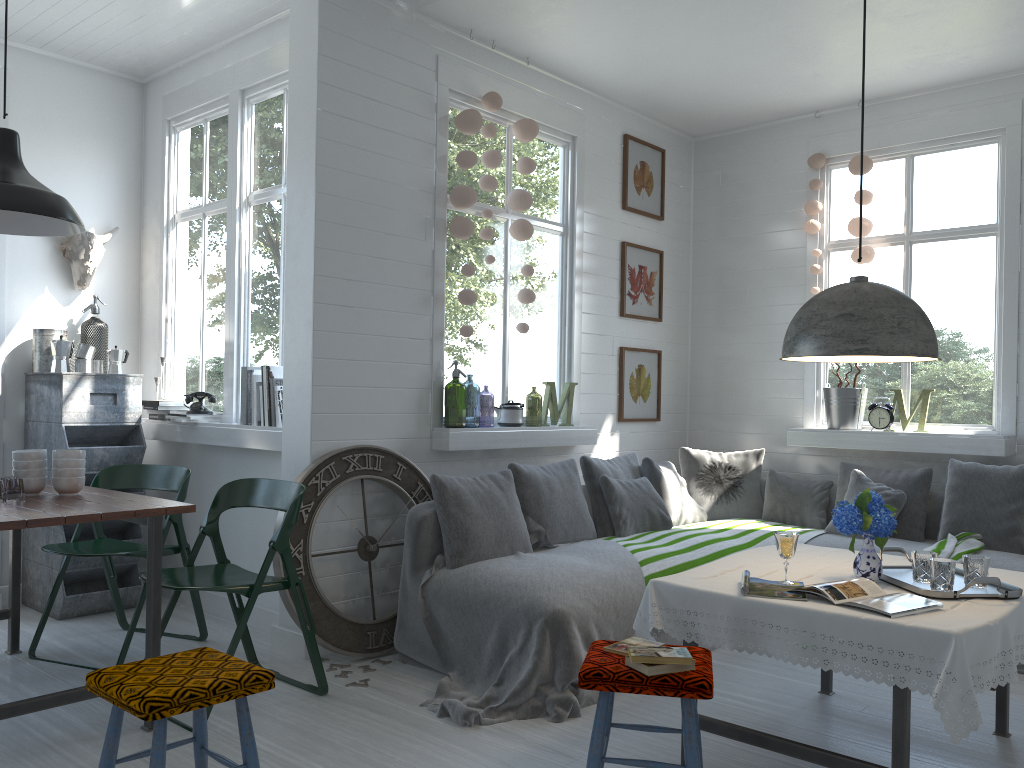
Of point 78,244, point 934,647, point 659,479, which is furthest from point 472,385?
point 934,647

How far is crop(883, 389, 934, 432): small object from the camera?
6.3m

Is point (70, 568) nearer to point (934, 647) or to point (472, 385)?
point (934, 647)

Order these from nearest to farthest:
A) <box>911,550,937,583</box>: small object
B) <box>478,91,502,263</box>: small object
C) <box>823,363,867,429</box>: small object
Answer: <box>911,550,937,583</box>: small object
<box>478,91,502,263</box>: small object
<box>823,363,867,429</box>: small object

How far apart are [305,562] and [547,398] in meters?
2.2

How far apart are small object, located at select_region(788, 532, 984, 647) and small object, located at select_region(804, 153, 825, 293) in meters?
2.2 m

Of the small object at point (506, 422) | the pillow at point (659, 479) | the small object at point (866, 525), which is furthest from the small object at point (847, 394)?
the small object at point (866, 525)

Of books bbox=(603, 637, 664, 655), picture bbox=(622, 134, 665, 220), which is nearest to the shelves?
picture bbox=(622, 134, 665, 220)

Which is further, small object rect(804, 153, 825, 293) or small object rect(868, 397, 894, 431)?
small object rect(804, 153, 825, 293)

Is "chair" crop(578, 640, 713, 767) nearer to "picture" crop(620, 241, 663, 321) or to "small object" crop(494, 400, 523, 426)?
"small object" crop(494, 400, 523, 426)
